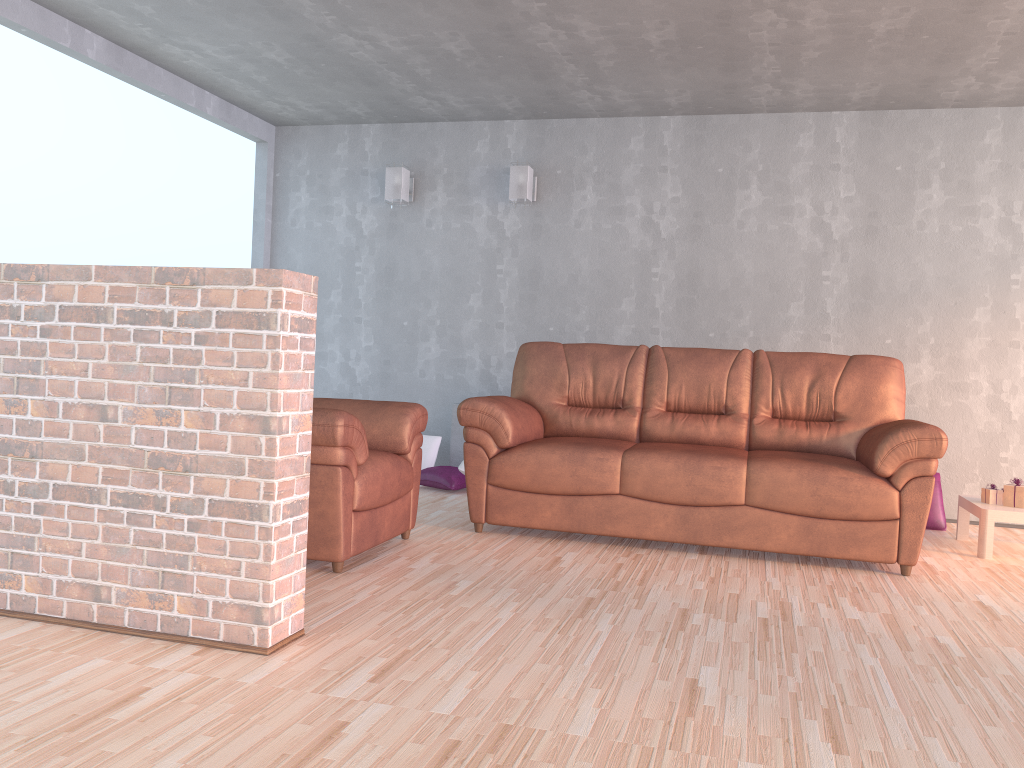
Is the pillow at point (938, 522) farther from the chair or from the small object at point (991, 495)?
the chair

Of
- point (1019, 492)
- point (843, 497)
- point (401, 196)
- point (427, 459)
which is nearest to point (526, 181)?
point (401, 196)

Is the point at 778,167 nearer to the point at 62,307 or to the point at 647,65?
the point at 647,65

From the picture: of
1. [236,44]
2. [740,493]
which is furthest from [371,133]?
[740,493]

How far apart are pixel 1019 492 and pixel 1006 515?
0.2m

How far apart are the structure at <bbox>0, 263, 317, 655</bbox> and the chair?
0.7m

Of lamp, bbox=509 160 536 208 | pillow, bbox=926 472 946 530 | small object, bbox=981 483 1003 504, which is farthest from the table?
lamp, bbox=509 160 536 208

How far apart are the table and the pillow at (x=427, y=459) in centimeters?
314cm

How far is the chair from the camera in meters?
3.3

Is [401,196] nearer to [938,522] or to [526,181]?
[526,181]
